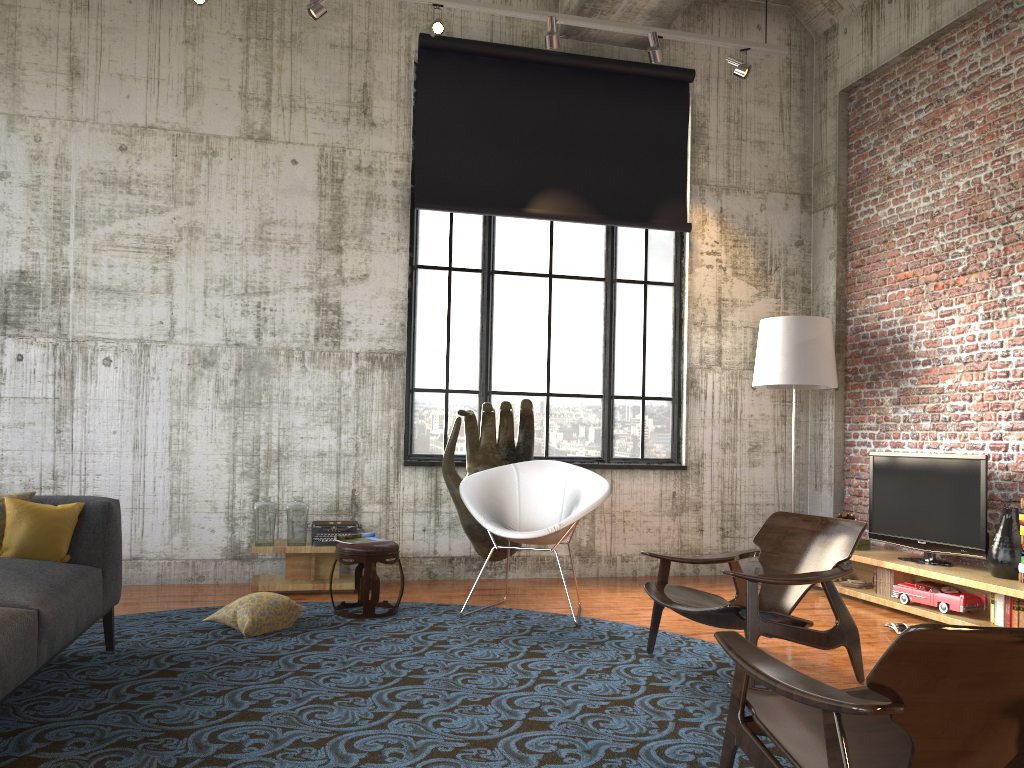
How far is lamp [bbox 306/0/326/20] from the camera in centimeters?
619cm

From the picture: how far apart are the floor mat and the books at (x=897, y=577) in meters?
2.1

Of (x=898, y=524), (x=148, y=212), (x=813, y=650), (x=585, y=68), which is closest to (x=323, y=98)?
(x=148, y=212)

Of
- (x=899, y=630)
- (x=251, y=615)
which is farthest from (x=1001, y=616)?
(x=251, y=615)

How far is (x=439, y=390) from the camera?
7.5m

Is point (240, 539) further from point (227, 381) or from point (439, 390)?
point (439, 390)

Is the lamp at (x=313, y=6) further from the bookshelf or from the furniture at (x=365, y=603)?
the bookshelf

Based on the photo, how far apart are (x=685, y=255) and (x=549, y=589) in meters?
3.2

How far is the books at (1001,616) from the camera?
5.5m

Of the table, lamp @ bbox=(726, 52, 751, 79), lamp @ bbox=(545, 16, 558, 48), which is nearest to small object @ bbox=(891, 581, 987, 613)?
the table
